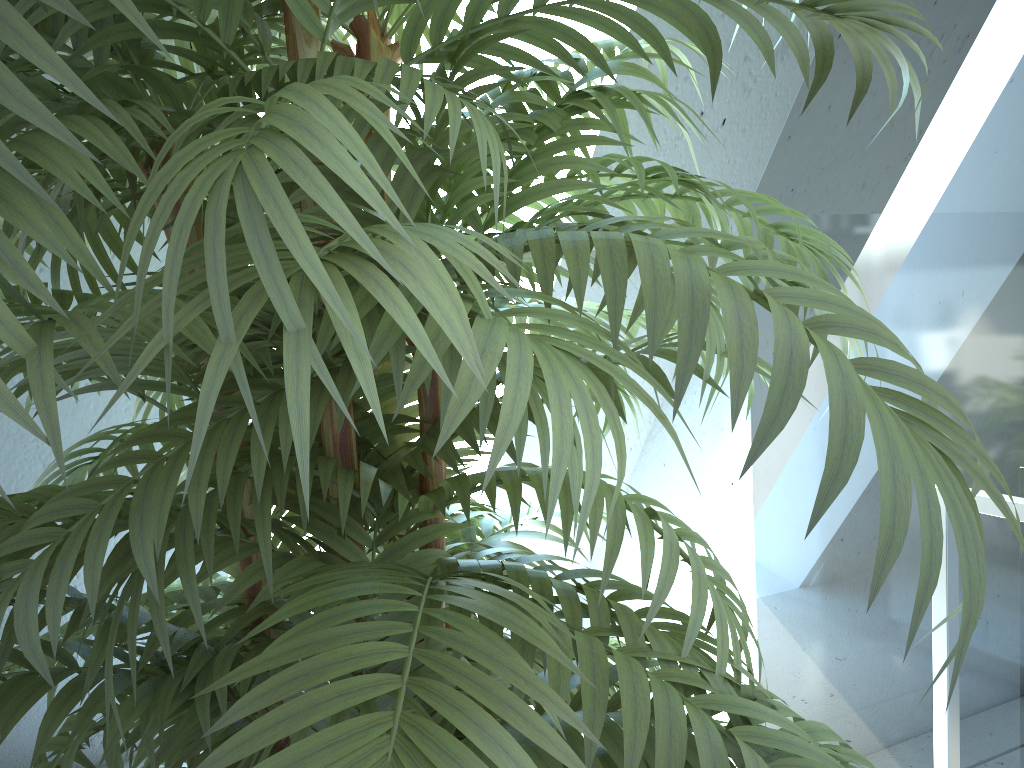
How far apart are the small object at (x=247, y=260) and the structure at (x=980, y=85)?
0.6 meters

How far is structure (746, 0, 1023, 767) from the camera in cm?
146

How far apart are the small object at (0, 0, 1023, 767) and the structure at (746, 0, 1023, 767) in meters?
0.6 m

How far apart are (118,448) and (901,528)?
0.5m

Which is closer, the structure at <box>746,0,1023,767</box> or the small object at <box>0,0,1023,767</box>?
the small object at <box>0,0,1023,767</box>

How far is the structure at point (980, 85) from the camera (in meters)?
1.46

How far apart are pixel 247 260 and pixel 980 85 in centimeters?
148cm

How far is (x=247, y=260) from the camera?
0.4 meters

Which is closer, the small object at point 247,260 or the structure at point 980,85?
the small object at point 247,260
